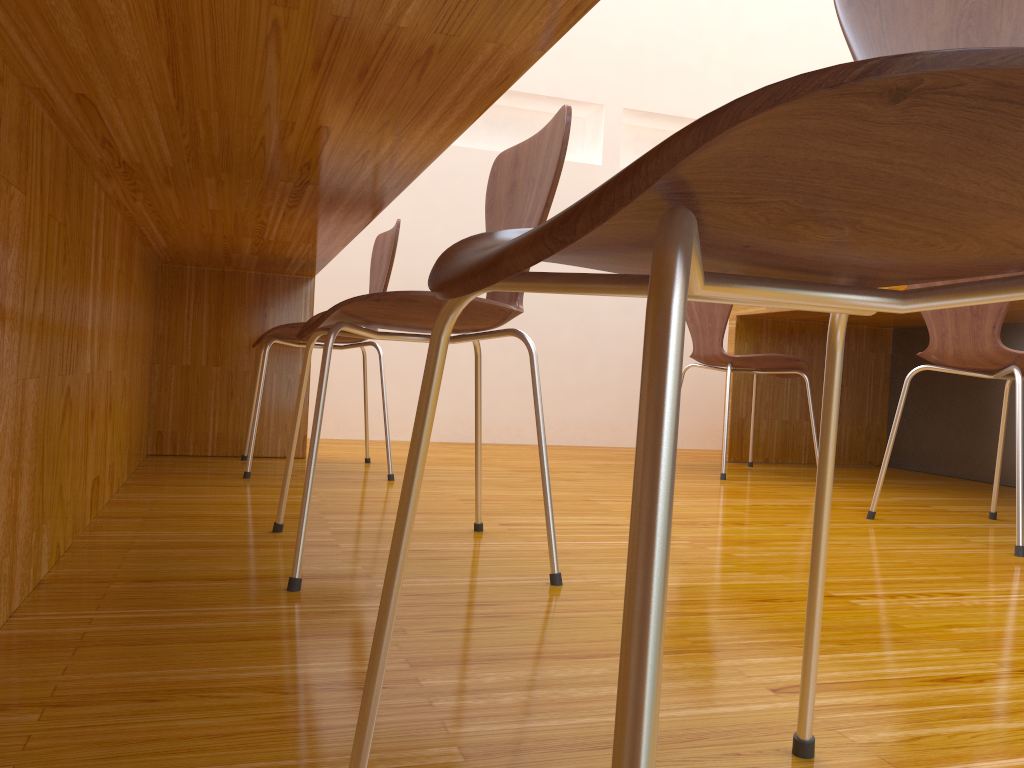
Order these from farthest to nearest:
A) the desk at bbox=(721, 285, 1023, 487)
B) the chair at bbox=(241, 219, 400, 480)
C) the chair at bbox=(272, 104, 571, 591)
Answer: the desk at bbox=(721, 285, 1023, 487) → the chair at bbox=(241, 219, 400, 480) → the chair at bbox=(272, 104, 571, 591)

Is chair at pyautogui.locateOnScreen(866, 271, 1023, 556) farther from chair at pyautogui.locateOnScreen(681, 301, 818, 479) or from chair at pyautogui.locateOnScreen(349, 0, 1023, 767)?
chair at pyautogui.locateOnScreen(349, 0, 1023, 767)

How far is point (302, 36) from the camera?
0.72m

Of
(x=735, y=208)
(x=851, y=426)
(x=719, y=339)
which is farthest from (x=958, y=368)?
(x=735, y=208)

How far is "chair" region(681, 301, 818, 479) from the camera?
2.83m

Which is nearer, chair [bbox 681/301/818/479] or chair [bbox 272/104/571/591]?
chair [bbox 272/104/571/591]

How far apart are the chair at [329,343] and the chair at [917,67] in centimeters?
56cm

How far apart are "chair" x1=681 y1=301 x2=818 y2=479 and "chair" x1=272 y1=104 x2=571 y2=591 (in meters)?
1.41

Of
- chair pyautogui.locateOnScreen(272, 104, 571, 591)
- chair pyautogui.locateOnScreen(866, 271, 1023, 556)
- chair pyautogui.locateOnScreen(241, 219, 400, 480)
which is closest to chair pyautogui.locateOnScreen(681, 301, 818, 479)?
chair pyautogui.locateOnScreen(866, 271, 1023, 556)

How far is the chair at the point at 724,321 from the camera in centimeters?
283cm
